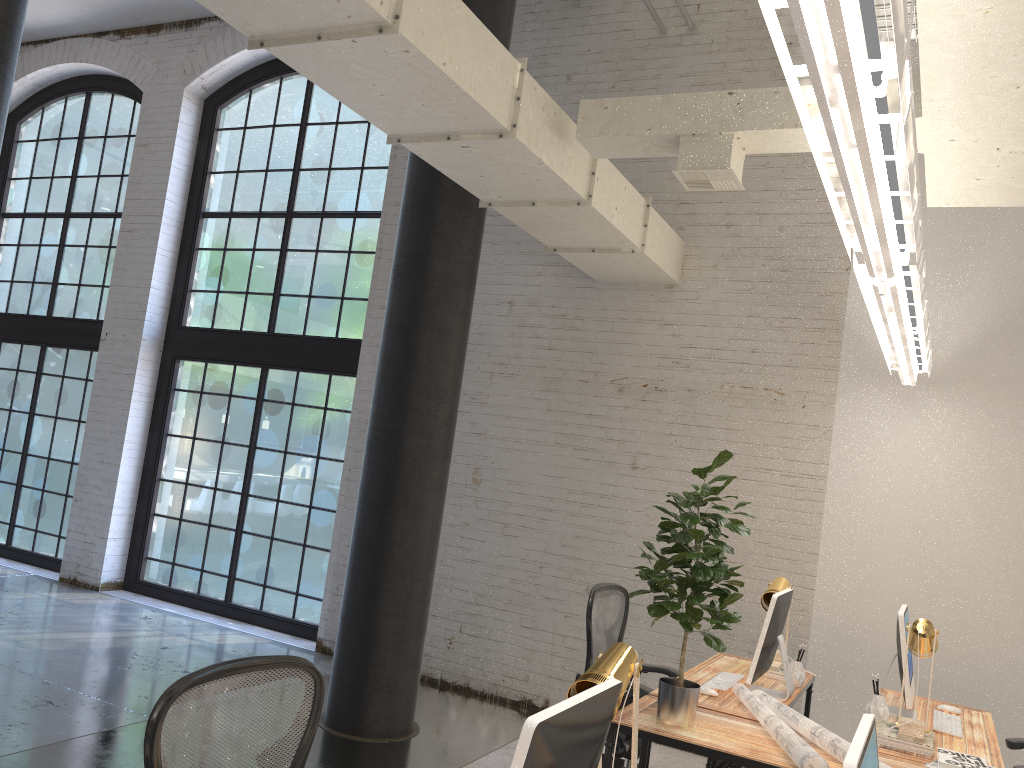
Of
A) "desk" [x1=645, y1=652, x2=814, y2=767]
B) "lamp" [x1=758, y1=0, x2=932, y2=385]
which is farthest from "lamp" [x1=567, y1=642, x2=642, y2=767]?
"desk" [x1=645, y1=652, x2=814, y2=767]

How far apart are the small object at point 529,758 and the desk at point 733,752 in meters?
1.4 m

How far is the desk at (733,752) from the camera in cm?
313

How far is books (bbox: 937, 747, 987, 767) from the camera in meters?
3.0 m

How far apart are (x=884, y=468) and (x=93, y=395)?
6.9 meters

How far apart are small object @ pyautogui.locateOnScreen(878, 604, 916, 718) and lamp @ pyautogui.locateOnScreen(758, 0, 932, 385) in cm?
116

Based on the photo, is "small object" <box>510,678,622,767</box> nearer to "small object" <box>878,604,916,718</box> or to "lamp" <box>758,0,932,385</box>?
"lamp" <box>758,0,932,385</box>

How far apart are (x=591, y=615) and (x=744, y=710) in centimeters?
83cm

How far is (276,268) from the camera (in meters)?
8.03

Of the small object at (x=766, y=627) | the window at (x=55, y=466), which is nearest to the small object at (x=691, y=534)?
the small object at (x=766, y=627)
